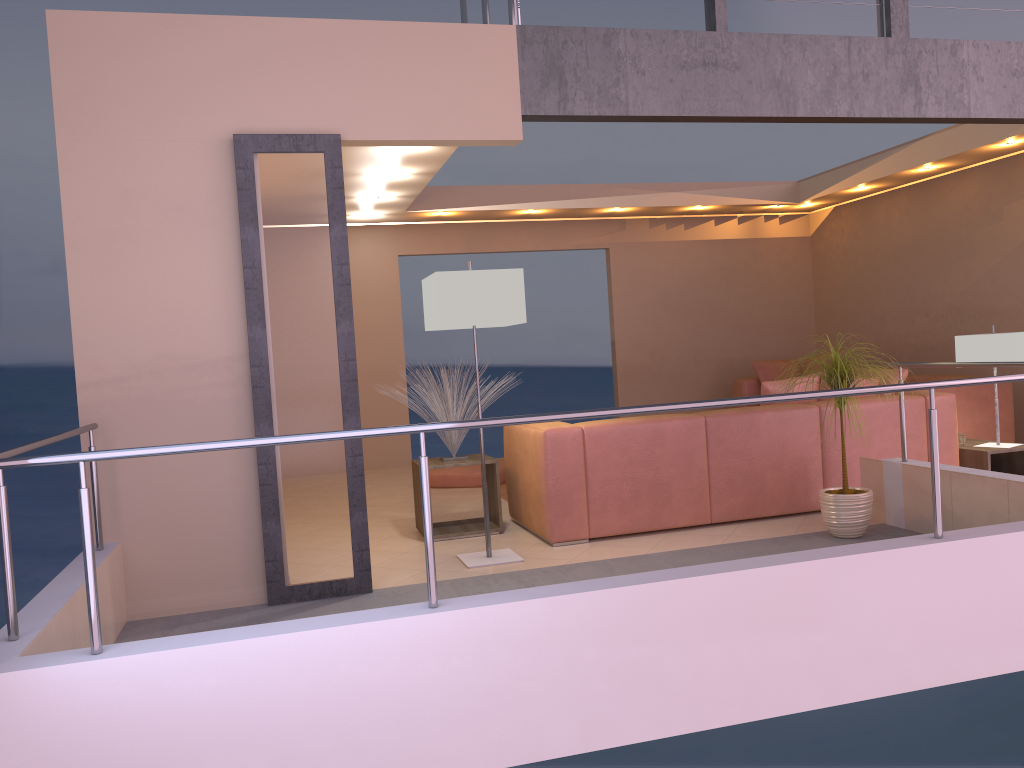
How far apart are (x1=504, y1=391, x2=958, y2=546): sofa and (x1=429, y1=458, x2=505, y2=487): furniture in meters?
1.7 m

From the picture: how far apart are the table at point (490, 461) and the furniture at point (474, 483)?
1.7 meters

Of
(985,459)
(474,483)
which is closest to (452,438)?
(474,483)

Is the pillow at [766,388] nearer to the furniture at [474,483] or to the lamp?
the lamp

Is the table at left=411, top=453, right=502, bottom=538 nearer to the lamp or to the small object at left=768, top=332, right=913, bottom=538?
the lamp

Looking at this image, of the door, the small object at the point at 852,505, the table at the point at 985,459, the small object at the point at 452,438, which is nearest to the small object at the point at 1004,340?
the table at the point at 985,459

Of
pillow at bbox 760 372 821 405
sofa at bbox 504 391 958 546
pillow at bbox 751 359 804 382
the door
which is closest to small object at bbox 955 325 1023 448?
sofa at bbox 504 391 958 546

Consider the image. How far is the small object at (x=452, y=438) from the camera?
5.4 meters

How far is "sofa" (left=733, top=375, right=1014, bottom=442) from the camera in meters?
6.7 m

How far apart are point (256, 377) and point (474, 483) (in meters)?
3.46
